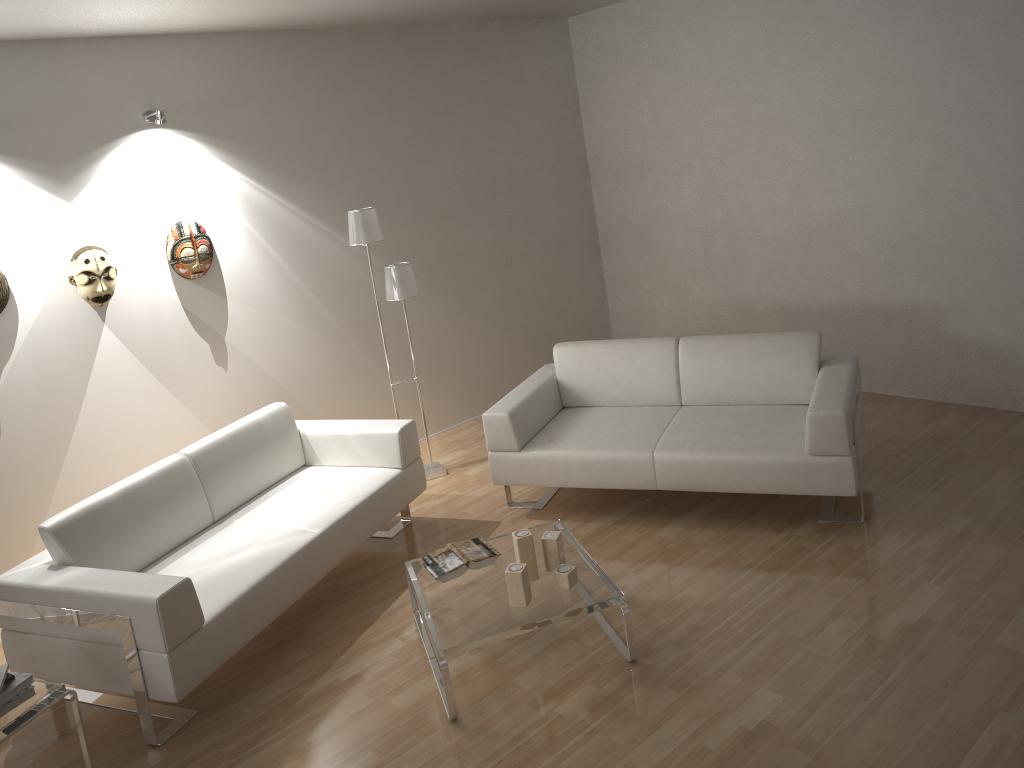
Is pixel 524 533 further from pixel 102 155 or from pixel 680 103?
pixel 680 103

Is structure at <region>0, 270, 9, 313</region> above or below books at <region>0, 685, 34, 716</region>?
above

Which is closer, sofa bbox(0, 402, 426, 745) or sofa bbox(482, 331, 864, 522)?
sofa bbox(0, 402, 426, 745)

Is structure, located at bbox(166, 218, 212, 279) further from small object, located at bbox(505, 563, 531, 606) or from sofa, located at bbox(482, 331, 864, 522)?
small object, located at bbox(505, 563, 531, 606)

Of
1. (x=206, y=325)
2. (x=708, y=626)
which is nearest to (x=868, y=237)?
(x=708, y=626)

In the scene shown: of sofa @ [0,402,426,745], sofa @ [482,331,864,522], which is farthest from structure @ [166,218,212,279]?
sofa @ [482,331,864,522]

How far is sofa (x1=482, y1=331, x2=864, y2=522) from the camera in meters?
4.0

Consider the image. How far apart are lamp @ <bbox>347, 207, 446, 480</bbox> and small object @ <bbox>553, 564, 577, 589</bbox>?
2.06m

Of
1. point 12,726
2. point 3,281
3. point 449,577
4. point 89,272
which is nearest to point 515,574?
point 449,577

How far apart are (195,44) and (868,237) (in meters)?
4.06
